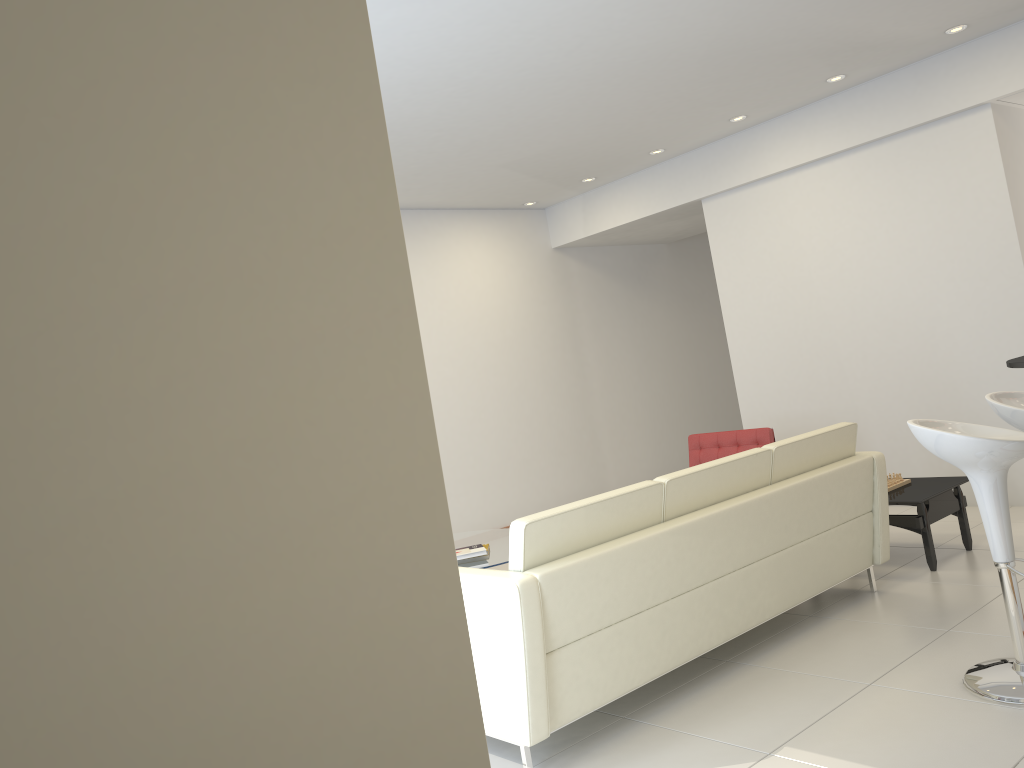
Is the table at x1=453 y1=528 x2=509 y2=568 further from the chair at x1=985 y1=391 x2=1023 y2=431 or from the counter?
the counter

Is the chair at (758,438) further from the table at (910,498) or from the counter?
the counter

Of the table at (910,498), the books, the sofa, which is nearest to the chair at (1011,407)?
the sofa

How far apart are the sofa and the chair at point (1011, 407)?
0.8 meters

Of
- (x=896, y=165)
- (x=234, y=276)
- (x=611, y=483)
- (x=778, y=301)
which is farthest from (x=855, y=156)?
(x=234, y=276)

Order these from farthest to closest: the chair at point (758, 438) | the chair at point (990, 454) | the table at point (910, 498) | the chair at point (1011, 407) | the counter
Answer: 1. the chair at point (758, 438)
2. the table at point (910, 498)
3. the chair at point (1011, 407)
4. the chair at point (990, 454)
5. the counter

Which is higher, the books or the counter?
the counter

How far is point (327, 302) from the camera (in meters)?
1.03

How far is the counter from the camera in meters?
2.8 m

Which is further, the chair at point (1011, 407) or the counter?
the chair at point (1011, 407)
